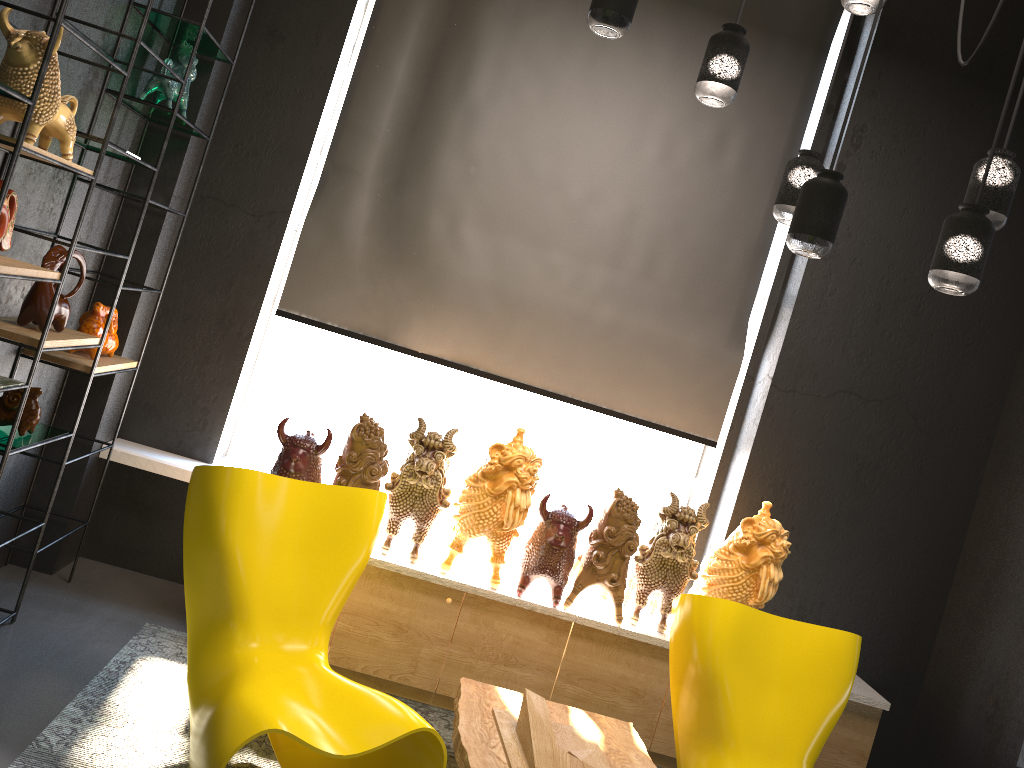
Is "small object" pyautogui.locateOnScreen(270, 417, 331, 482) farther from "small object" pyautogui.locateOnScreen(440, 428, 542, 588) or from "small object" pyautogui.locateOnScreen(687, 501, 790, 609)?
"small object" pyautogui.locateOnScreen(687, 501, 790, 609)

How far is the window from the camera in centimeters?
435cm

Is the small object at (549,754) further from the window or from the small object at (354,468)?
the window

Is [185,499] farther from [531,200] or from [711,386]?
[711,386]

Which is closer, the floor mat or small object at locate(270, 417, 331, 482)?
the floor mat

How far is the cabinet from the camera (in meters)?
3.58

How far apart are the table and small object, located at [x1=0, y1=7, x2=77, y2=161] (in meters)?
2.10

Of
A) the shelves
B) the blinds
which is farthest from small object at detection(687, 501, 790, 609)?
the shelves

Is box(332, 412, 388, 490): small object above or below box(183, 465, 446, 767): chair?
above

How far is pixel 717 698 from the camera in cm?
293
